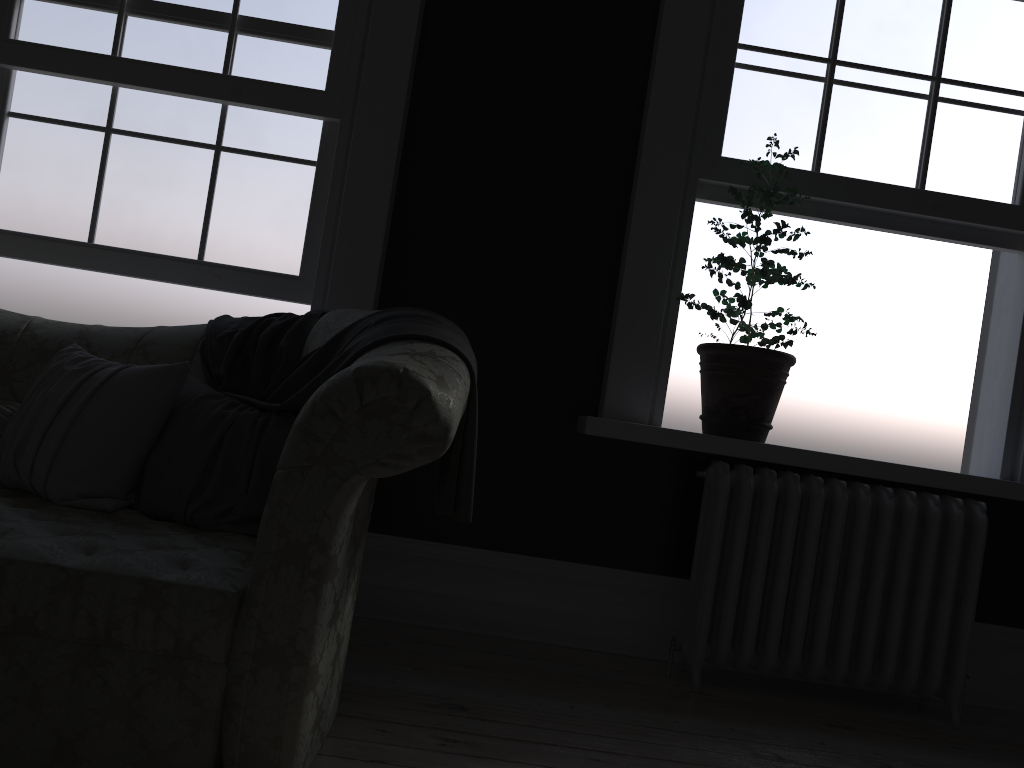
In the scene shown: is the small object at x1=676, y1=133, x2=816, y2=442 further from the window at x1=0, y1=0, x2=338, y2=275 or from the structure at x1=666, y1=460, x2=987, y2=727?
the window at x1=0, y1=0, x2=338, y2=275

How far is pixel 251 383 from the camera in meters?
2.7 m

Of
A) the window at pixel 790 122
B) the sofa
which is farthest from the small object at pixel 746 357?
the sofa

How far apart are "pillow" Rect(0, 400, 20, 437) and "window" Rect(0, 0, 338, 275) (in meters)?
0.97

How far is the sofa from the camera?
1.8 meters

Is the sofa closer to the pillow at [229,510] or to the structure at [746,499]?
the pillow at [229,510]

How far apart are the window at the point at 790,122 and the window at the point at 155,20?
1.61m

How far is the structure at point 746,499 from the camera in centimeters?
318cm

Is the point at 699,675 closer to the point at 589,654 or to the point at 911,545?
the point at 589,654

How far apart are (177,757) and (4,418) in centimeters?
135cm
